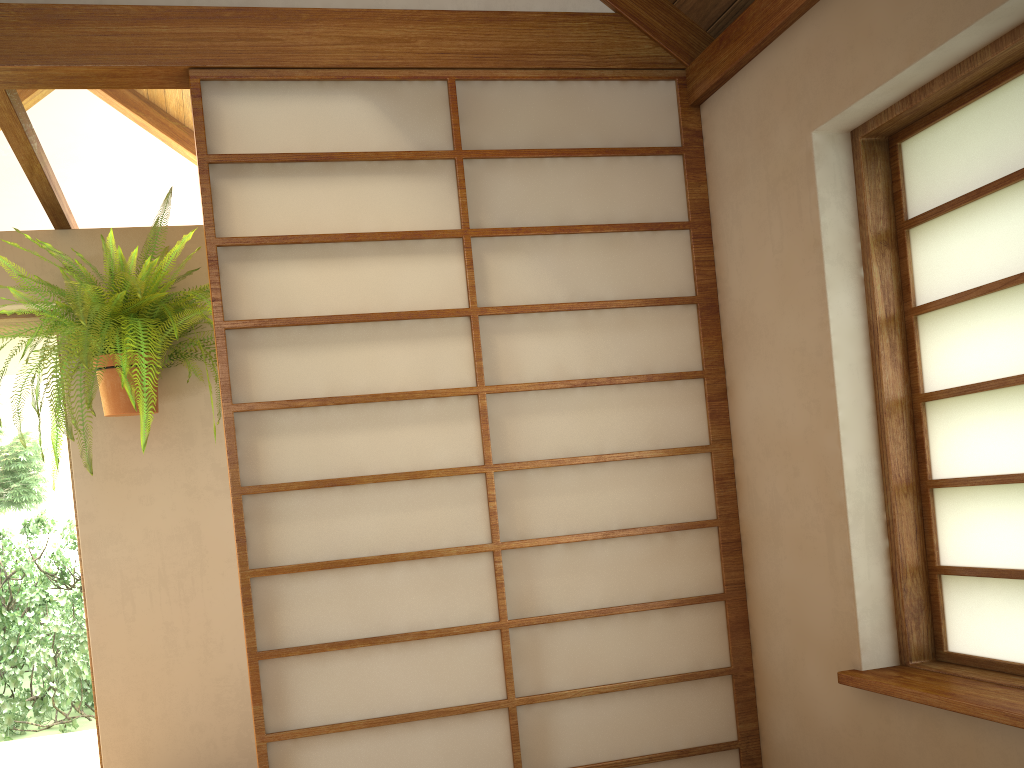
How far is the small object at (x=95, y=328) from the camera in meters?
2.7

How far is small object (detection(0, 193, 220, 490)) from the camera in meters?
2.7 m

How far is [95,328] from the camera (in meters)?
2.67
